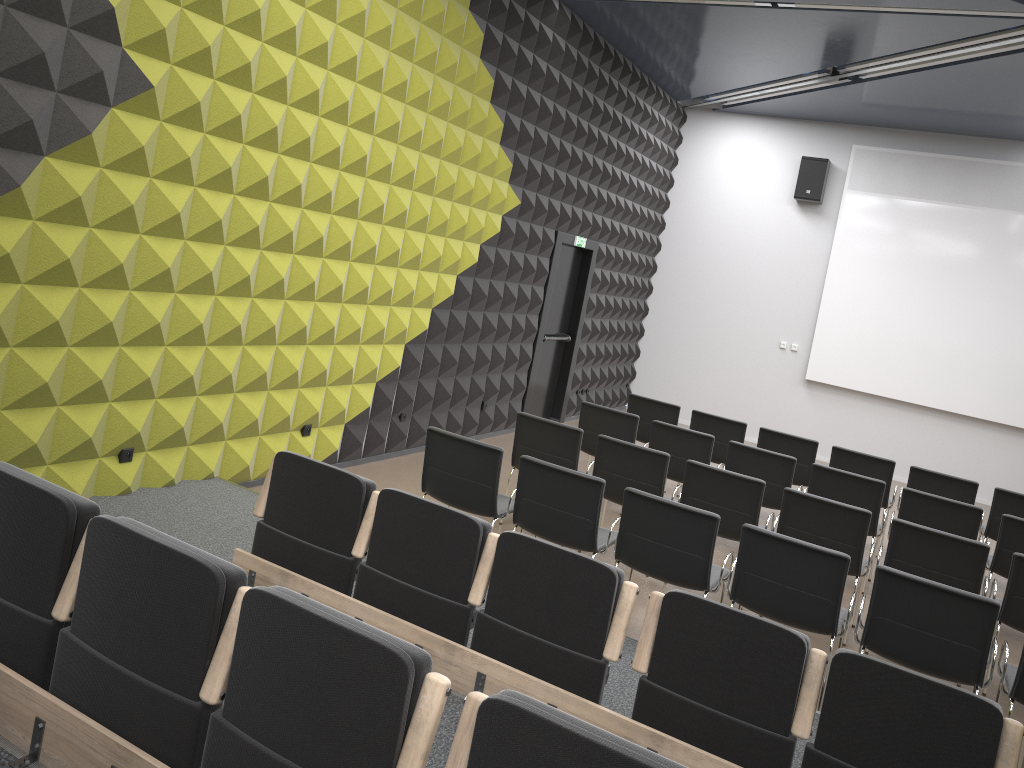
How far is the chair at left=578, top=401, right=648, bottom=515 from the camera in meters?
7.8 m

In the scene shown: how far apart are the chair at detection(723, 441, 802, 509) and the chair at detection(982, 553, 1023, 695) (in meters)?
2.02

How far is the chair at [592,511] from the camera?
5.21m

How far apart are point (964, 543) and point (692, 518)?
1.9 meters

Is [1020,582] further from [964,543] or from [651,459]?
[651,459]

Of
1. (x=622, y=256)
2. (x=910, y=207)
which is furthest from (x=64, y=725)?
(x=910, y=207)

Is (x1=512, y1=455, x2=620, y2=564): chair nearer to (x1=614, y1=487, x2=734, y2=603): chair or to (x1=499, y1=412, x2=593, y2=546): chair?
(x1=614, y1=487, x2=734, y2=603): chair

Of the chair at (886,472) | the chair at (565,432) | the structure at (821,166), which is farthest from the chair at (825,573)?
the structure at (821,166)

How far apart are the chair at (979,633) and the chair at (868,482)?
2.3 meters

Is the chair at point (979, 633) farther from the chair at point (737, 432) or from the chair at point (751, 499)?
the chair at point (737, 432)
